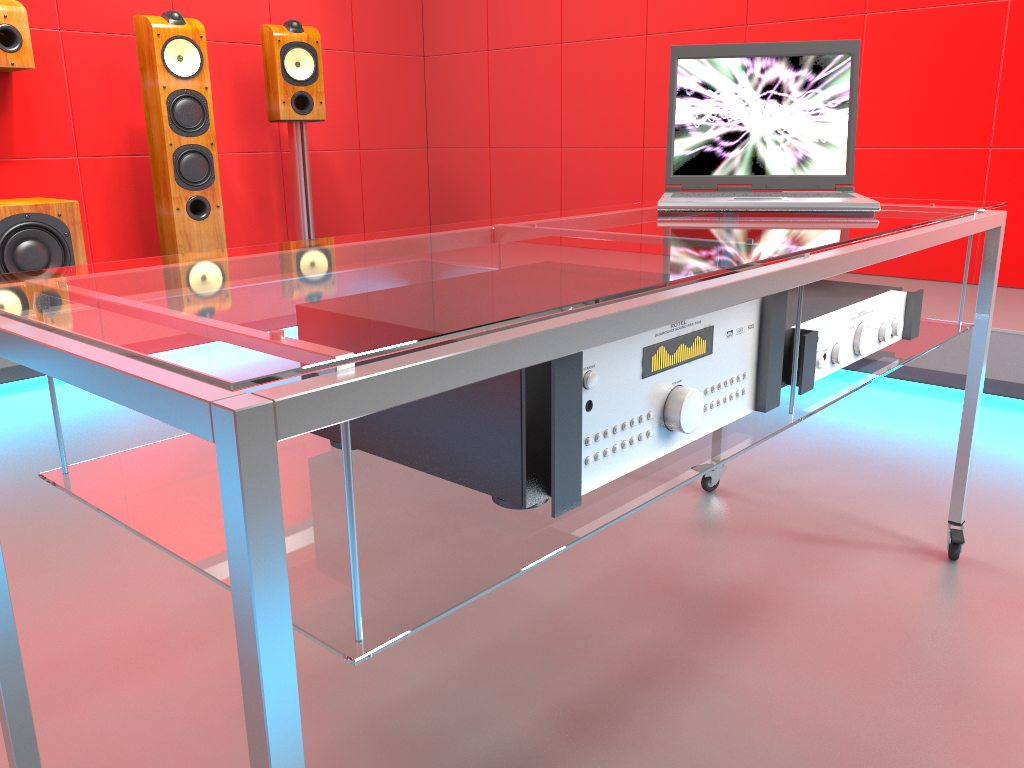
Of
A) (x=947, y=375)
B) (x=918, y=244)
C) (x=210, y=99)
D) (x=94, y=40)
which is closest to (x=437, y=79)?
(x=210, y=99)

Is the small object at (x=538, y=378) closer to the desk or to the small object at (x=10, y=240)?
the desk

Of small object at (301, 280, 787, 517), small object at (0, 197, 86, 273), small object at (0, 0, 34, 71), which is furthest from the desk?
small object at (0, 0, 34, 71)

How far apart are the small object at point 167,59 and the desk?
2.5m

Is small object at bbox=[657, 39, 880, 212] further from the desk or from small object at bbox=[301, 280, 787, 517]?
small object at bbox=[301, 280, 787, 517]

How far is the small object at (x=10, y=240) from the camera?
3.0 meters

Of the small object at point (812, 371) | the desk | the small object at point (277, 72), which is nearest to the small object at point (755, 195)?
the desk

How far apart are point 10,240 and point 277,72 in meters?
1.3

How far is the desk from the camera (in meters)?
0.52

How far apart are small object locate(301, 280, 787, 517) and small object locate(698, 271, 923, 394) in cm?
7
